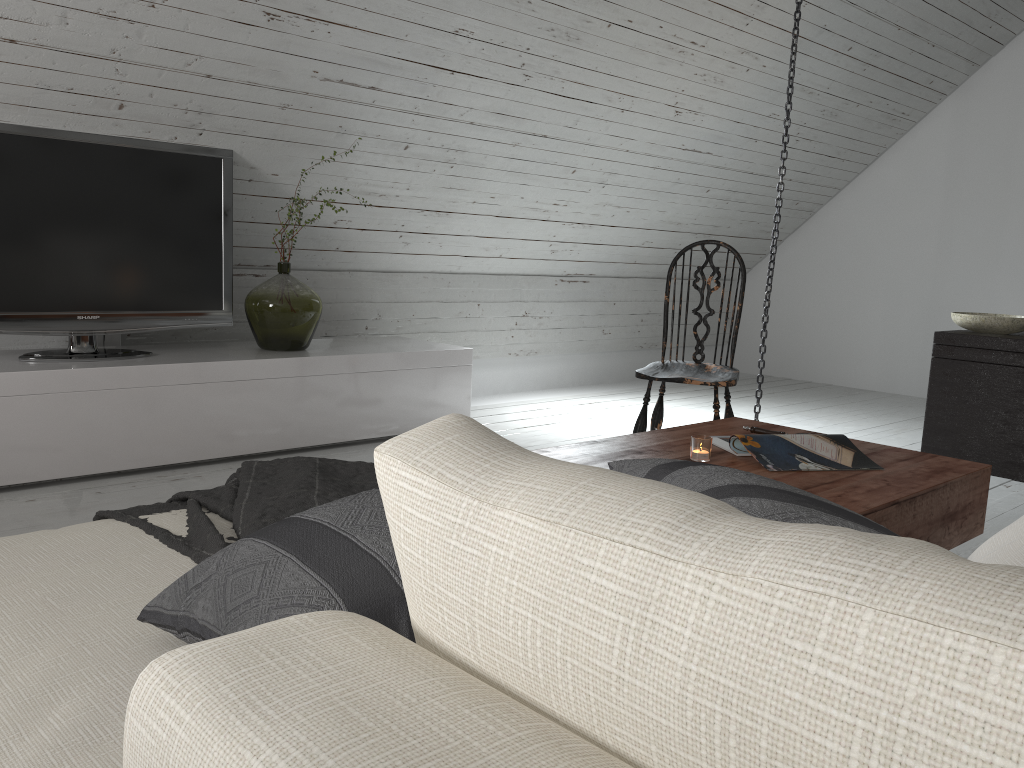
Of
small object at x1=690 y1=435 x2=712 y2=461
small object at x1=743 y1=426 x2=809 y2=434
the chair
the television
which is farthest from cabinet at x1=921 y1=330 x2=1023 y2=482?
the television

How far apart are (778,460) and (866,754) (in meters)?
1.85

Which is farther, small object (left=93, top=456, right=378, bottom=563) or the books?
the books

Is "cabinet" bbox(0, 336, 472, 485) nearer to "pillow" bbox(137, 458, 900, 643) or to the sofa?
the sofa

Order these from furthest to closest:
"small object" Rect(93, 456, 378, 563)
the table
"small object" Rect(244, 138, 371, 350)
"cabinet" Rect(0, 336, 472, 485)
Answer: "small object" Rect(244, 138, 371, 350), "cabinet" Rect(0, 336, 472, 485), the table, "small object" Rect(93, 456, 378, 563)

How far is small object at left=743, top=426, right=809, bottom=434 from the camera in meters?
2.4 m

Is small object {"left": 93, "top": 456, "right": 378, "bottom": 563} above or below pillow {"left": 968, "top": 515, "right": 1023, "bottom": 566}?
below

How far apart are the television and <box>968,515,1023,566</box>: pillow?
2.99m

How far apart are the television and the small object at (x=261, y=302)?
0.09m

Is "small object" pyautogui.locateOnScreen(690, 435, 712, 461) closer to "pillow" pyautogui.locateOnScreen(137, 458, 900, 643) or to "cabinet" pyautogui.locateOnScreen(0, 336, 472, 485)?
"pillow" pyautogui.locateOnScreen(137, 458, 900, 643)
